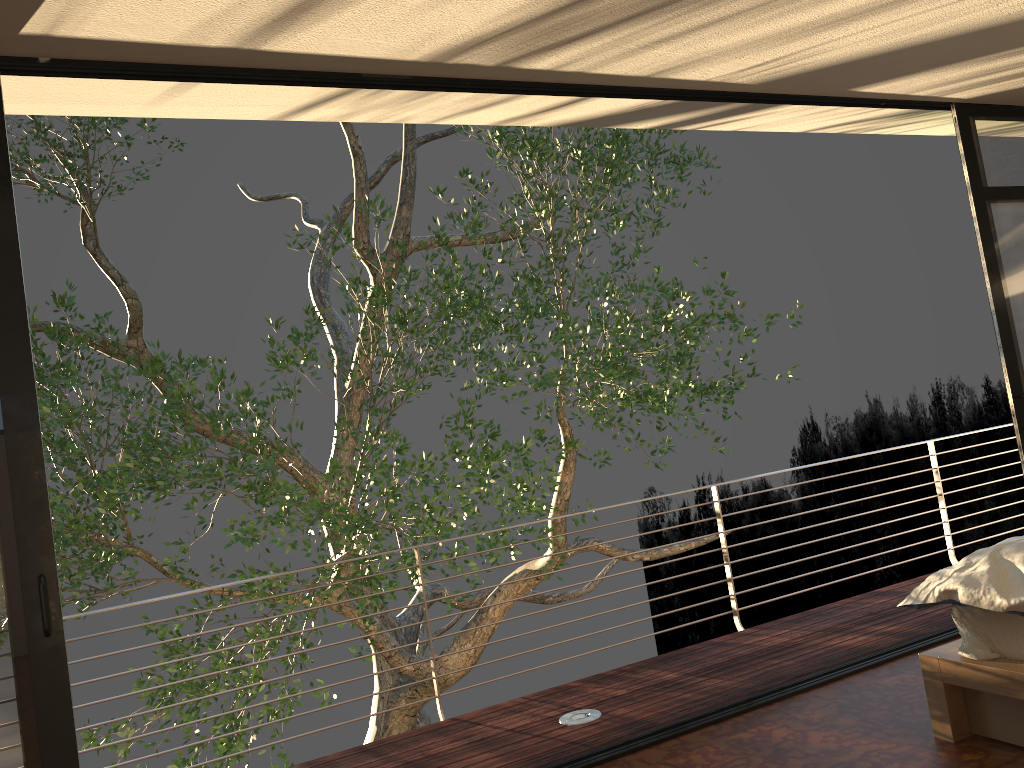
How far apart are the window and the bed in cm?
168

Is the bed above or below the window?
below

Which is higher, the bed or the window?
the window

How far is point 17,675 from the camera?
2.47m

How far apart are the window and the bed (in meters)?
1.68

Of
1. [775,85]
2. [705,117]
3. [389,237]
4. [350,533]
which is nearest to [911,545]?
[705,117]

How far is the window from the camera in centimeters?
247cm

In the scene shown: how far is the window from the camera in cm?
247

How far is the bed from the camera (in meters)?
2.57
